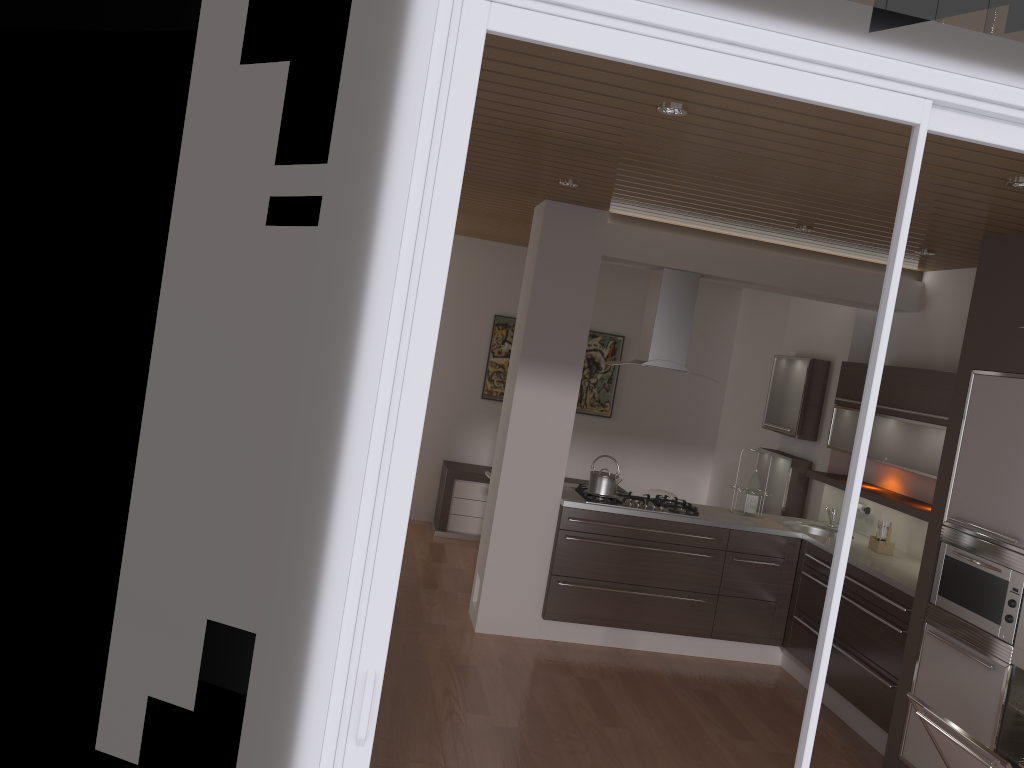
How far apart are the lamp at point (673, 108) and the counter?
2.87m

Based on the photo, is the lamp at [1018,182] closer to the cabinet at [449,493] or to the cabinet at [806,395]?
the cabinet at [806,395]

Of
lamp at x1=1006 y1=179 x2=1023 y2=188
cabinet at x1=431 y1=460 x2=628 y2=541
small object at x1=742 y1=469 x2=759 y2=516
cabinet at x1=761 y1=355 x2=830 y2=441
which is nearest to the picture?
cabinet at x1=431 y1=460 x2=628 y2=541

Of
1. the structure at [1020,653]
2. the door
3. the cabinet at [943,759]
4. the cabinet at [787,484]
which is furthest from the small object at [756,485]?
the door

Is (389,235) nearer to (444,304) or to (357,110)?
(357,110)

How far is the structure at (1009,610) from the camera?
3.80m

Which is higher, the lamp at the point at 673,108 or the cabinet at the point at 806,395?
the lamp at the point at 673,108

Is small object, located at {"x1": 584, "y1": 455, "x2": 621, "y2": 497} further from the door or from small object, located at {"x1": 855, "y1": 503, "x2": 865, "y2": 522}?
the door

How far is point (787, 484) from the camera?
6.52m

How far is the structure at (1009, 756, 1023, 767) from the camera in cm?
372
